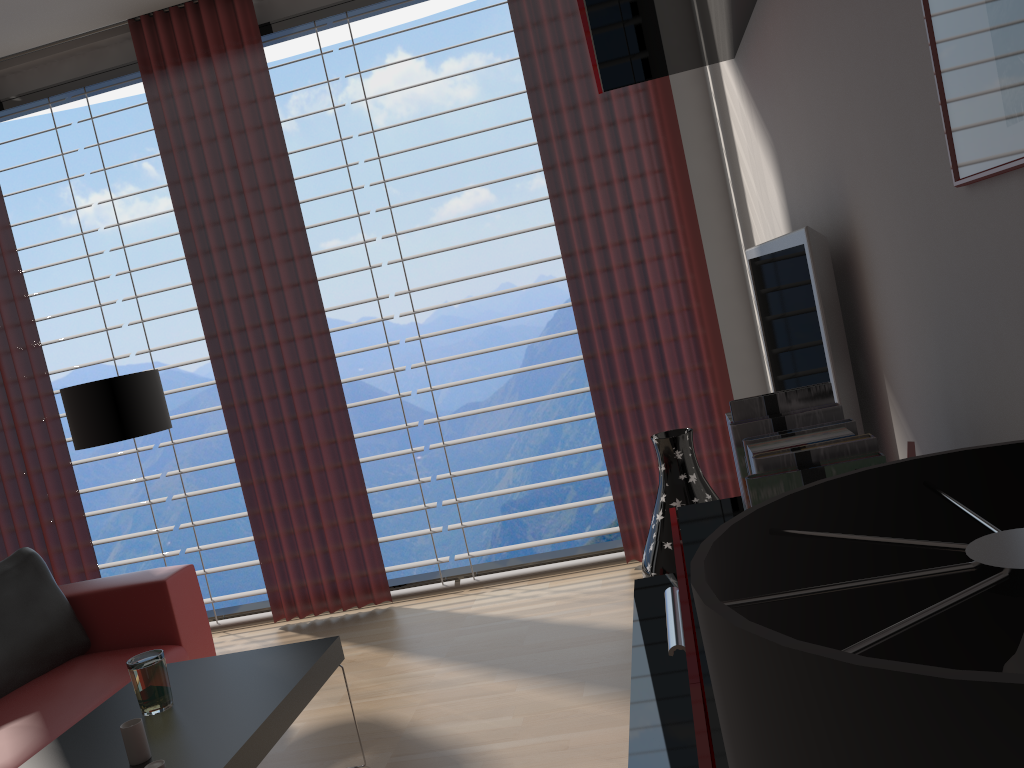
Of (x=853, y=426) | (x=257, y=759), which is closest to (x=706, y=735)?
(x=853, y=426)

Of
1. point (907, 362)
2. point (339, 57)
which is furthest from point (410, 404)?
point (907, 362)

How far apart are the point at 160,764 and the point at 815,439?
2.32m

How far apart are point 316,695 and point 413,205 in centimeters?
992cm

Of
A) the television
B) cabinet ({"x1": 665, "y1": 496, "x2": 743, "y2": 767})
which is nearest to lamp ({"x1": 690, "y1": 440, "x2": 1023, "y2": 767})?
cabinet ({"x1": 665, "y1": 496, "x2": 743, "y2": 767})

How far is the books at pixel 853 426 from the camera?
2.0m

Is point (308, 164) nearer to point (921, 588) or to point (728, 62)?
point (728, 62)

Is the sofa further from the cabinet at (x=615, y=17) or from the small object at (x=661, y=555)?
the cabinet at (x=615, y=17)

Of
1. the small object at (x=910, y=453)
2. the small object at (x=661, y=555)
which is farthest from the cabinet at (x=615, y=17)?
the small object at (x=910, y=453)

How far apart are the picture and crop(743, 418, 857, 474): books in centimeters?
57cm
